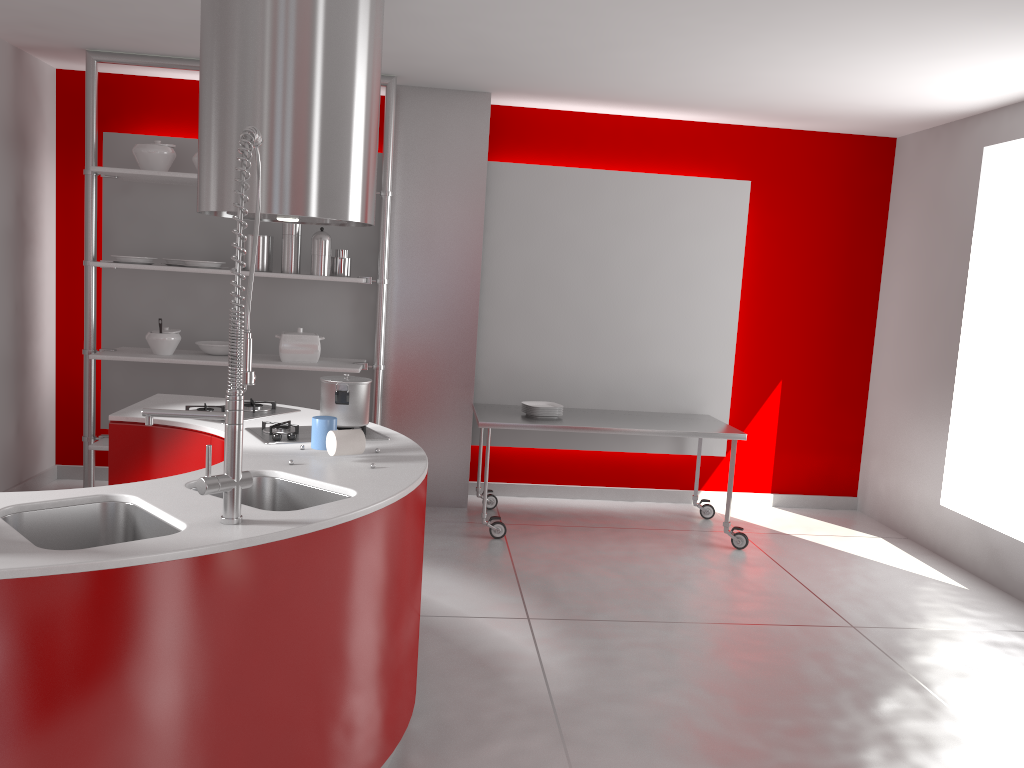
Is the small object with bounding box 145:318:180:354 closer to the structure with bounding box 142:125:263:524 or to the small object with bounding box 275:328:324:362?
the small object with bounding box 275:328:324:362

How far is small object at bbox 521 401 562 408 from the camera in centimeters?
533cm

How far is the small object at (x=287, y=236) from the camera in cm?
502

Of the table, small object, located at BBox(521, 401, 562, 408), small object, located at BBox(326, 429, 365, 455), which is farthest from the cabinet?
small object, located at BBox(521, 401, 562, 408)

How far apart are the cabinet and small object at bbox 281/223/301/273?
1.9m

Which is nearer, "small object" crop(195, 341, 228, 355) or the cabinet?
the cabinet

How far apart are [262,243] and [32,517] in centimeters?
312cm

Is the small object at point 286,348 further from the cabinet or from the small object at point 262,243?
the cabinet

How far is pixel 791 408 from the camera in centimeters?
621cm

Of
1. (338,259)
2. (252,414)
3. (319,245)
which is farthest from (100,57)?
(252,414)
